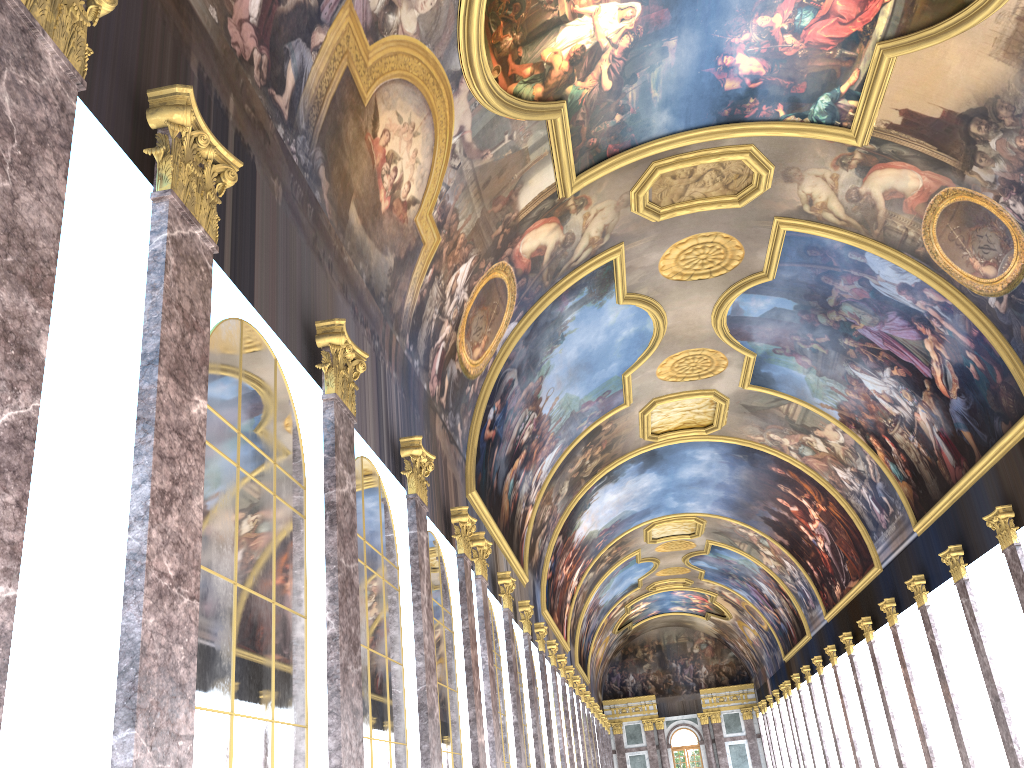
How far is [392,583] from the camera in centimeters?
1099cm
